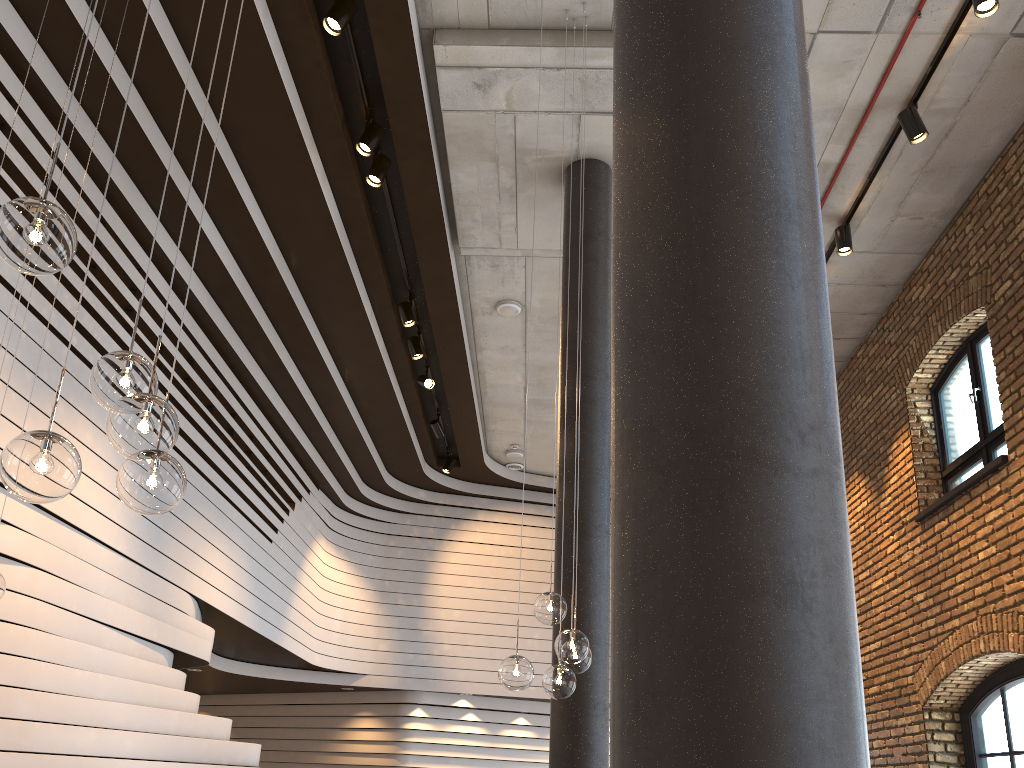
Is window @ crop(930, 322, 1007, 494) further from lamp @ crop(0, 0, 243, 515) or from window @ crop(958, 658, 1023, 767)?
lamp @ crop(0, 0, 243, 515)

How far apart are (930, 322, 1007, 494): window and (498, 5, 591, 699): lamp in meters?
4.7

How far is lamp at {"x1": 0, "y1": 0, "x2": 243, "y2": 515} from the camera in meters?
1.9

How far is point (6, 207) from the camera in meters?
1.9

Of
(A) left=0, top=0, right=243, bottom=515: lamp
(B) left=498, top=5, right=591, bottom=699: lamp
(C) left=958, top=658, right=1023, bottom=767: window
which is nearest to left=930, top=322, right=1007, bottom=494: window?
(C) left=958, top=658, right=1023, bottom=767: window

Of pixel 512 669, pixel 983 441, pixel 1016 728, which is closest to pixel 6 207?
pixel 512 669

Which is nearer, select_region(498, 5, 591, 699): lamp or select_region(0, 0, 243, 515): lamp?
select_region(0, 0, 243, 515): lamp

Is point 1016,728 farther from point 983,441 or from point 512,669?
point 512,669

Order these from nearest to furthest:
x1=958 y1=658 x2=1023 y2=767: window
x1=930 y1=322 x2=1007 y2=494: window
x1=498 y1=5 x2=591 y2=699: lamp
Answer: x1=498 y1=5 x2=591 y2=699: lamp
x1=958 y1=658 x2=1023 y2=767: window
x1=930 y1=322 x2=1007 y2=494: window

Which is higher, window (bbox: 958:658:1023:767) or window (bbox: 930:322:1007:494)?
window (bbox: 930:322:1007:494)
